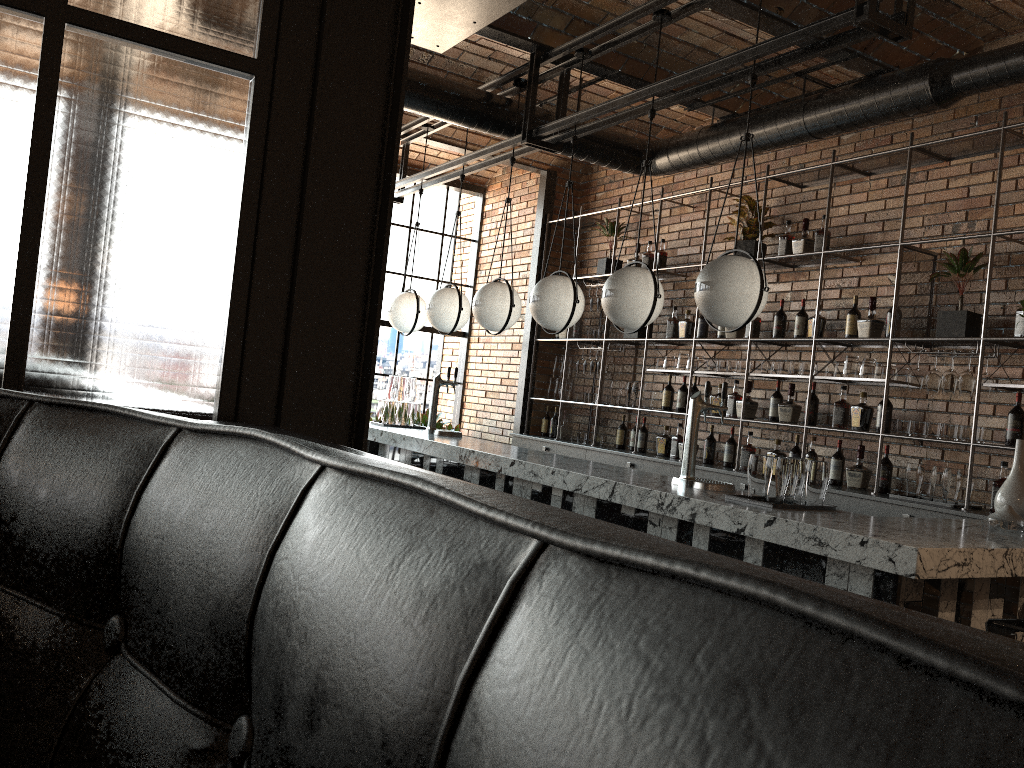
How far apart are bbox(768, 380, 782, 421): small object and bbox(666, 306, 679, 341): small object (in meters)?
1.20

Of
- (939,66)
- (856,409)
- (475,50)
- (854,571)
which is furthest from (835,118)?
(854,571)

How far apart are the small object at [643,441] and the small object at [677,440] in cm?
41

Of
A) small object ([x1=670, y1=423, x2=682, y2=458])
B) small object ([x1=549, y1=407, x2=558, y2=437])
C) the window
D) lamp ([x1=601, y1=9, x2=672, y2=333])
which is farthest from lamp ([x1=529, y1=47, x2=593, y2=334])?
the window

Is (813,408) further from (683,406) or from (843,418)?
(683,406)

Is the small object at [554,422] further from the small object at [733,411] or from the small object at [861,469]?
the small object at [861,469]

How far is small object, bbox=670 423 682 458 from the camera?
7.0m

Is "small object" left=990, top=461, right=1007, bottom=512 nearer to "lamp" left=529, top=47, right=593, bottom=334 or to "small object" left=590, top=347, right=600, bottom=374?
"lamp" left=529, top=47, right=593, bottom=334

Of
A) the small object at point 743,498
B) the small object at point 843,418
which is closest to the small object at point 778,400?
the small object at point 843,418

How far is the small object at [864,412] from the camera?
5.51m
